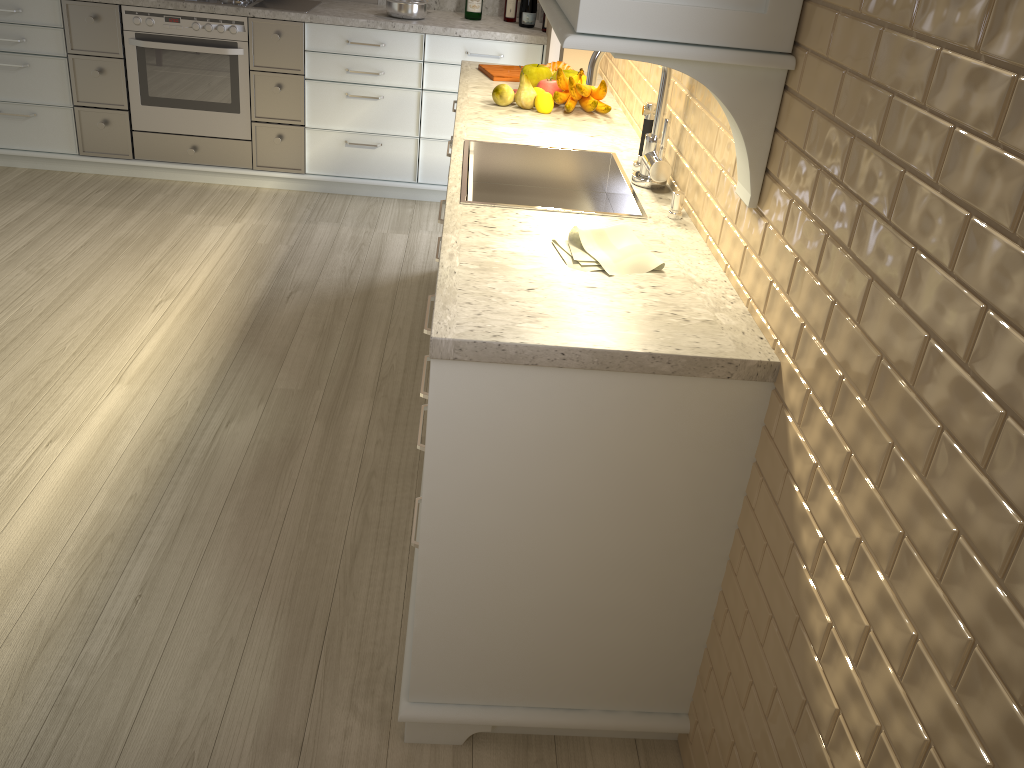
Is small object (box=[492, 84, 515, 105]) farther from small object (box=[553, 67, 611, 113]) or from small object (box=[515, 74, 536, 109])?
small object (box=[553, 67, 611, 113])

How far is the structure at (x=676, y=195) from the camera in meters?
1.8 m

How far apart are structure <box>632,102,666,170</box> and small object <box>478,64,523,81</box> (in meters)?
0.97

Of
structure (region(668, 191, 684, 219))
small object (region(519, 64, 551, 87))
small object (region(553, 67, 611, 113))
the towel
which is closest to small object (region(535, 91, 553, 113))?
small object (region(553, 67, 611, 113))

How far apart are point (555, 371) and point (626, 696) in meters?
0.7 m

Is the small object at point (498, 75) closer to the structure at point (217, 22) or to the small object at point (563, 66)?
the small object at point (563, 66)

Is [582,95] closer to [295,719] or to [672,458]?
[672,458]

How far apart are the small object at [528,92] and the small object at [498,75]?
0.38m

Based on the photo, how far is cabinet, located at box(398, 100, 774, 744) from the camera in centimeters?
131cm

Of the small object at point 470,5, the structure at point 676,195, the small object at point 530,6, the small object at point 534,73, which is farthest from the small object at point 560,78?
the small object at point 470,5
